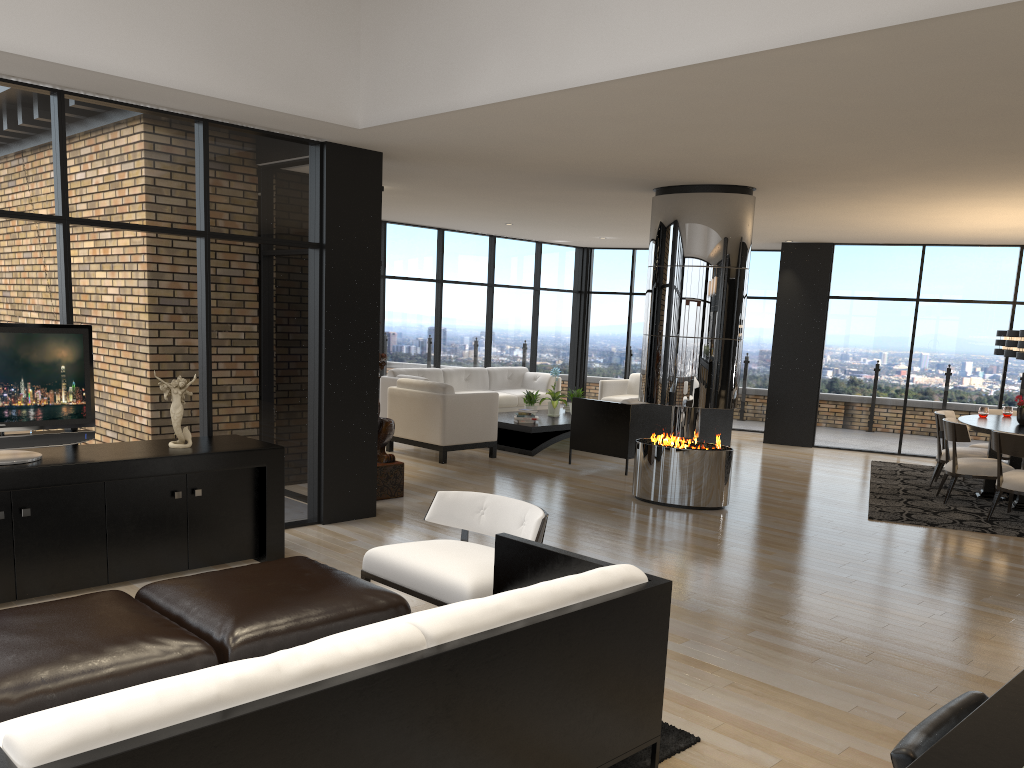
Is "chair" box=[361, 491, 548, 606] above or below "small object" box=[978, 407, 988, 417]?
below

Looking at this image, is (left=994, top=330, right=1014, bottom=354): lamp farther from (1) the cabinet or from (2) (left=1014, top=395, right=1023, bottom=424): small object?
(1) the cabinet

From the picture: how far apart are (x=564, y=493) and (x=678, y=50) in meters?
4.8 m

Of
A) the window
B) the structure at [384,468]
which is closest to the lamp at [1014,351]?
the window

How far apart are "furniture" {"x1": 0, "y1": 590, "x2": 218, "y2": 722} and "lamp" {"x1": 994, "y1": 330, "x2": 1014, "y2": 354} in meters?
9.1

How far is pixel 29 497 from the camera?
4.5m

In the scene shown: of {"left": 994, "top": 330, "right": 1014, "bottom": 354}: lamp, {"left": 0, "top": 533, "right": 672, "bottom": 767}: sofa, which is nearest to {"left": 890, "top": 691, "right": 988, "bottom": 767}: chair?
{"left": 0, "top": 533, "right": 672, "bottom": 767}: sofa

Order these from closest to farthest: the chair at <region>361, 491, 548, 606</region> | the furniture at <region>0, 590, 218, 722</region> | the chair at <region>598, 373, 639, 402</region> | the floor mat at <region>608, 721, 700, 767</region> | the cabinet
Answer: the furniture at <region>0, 590, 218, 722</region> → the floor mat at <region>608, 721, 700, 767</region> → the chair at <region>361, 491, 548, 606</region> → the cabinet → the chair at <region>598, 373, 639, 402</region>

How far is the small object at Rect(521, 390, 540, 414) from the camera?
11.0 meters

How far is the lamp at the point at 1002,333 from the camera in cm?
941
